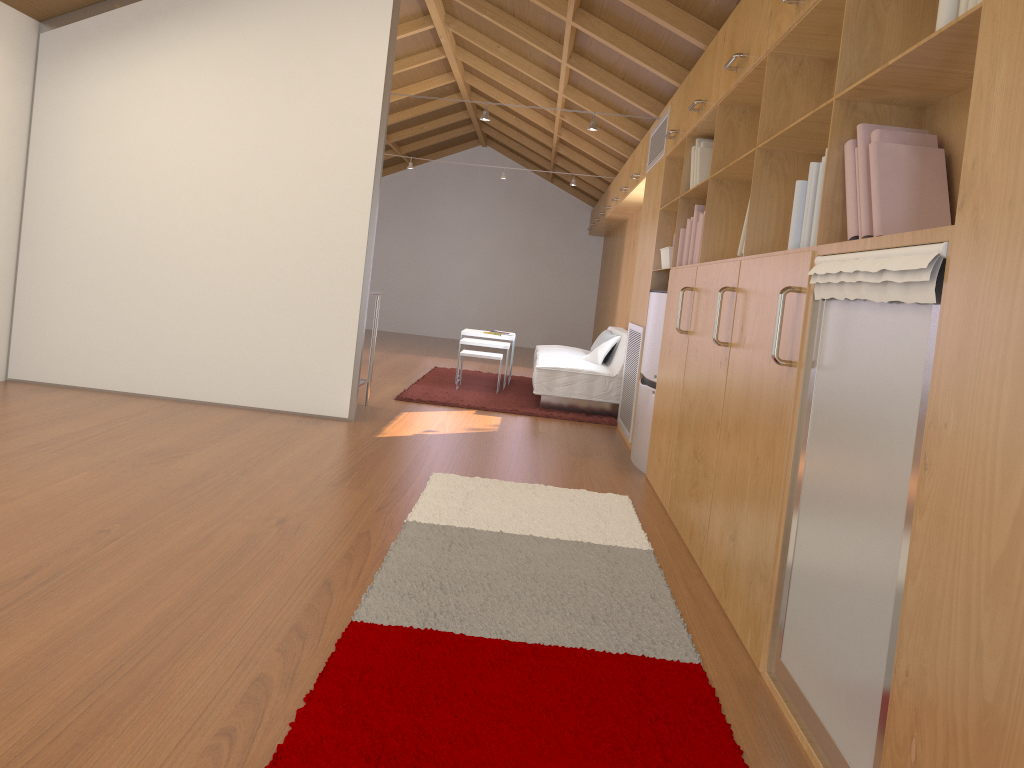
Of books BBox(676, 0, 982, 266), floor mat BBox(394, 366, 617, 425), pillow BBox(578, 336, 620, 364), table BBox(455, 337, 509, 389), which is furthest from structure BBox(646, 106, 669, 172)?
table BBox(455, 337, 509, 389)

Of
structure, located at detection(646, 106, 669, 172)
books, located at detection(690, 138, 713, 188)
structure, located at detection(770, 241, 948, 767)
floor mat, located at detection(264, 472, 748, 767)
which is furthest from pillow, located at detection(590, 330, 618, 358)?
structure, located at detection(770, 241, 948, 767)

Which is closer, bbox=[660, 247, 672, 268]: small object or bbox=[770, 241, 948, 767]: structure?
bbox=[770, 241, 948, 767]: structure

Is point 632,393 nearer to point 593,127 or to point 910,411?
point 593,127

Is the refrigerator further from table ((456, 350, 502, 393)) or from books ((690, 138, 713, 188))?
table ((456, 350, 502, 393))

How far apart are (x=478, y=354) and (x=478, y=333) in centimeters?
77cm

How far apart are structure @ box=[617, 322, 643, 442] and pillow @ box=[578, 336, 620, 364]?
0.99m

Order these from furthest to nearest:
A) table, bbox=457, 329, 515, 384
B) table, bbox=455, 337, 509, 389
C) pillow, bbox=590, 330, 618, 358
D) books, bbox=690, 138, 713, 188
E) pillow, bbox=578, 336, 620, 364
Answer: table, bbox=457, 329, 515, 384 → pillow, bbox=590, 330, 618, 358 → table, bbox=455, 337, 509, 389 → pillow, bbox=578, 336, 620, 364 → books, bbox=690, 138, 713, 188

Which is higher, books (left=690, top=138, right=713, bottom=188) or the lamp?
the lamp

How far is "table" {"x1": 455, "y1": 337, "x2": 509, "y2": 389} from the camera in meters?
7.6 m
